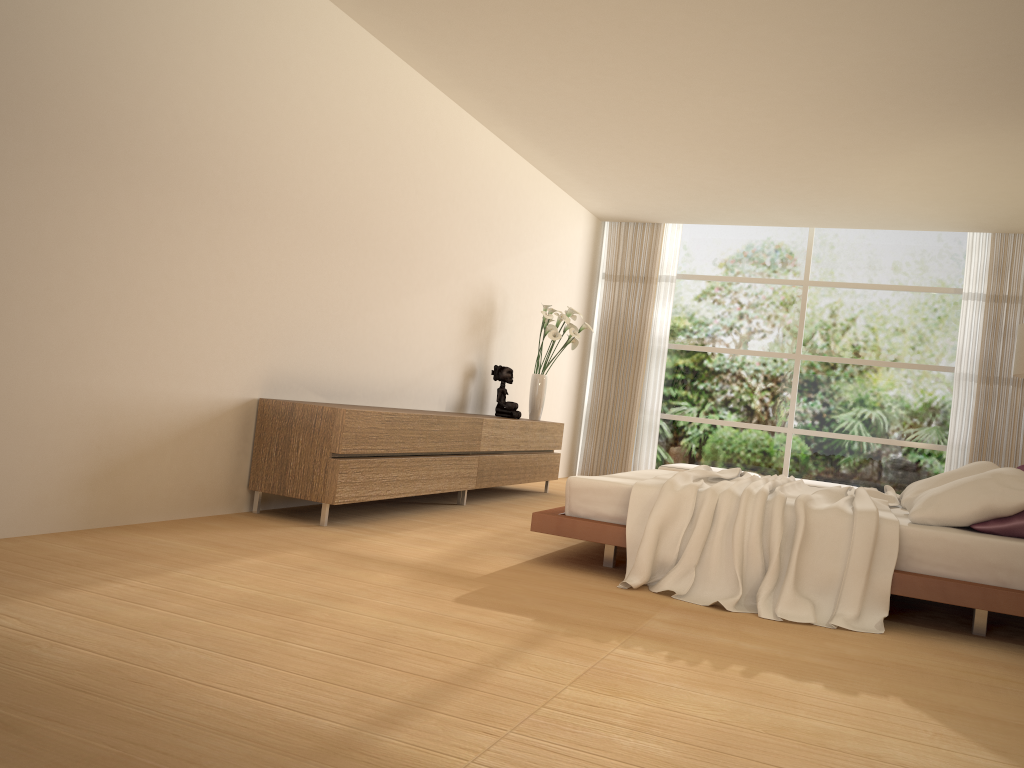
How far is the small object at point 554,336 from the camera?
7.9 meters

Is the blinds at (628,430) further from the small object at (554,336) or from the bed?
the bed

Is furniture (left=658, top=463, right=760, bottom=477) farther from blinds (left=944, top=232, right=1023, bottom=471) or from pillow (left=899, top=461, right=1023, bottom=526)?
pillow (left=899, top=461, right=1023, bottom=526)

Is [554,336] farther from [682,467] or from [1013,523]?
[1013,523]

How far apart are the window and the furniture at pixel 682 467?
1.34m

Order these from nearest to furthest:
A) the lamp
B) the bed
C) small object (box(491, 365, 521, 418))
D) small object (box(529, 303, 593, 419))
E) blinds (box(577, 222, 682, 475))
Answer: the bed
the lamp
small object (box(491, 365, 521, 418))
small object (box(529, 303, 593, 419))
blinds (box(577, 222, 682, 475))

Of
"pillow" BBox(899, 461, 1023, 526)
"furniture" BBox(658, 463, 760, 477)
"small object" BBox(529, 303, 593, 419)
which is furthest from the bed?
"furniture" BBox(658, 463, 760, 477)

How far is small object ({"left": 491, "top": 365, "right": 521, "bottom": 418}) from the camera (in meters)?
7.68

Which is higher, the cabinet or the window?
the window

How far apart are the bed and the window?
4.1m
